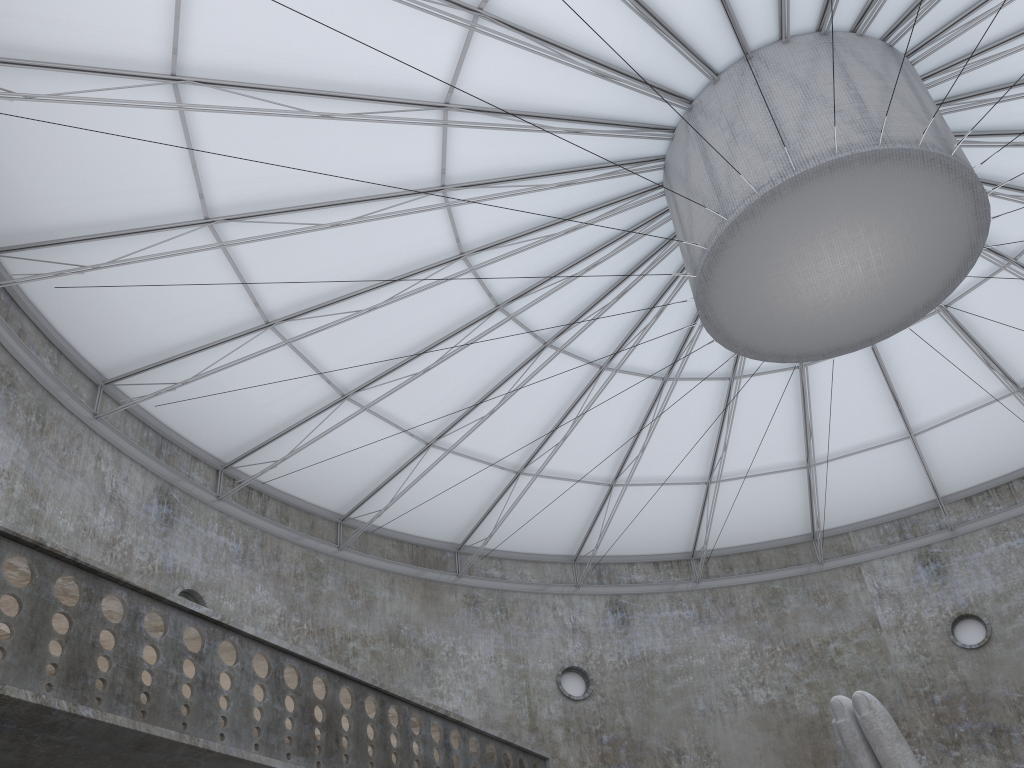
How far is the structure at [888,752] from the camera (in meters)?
14.27

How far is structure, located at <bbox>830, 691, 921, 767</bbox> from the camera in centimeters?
1427cm

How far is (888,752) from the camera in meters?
14.3 m
